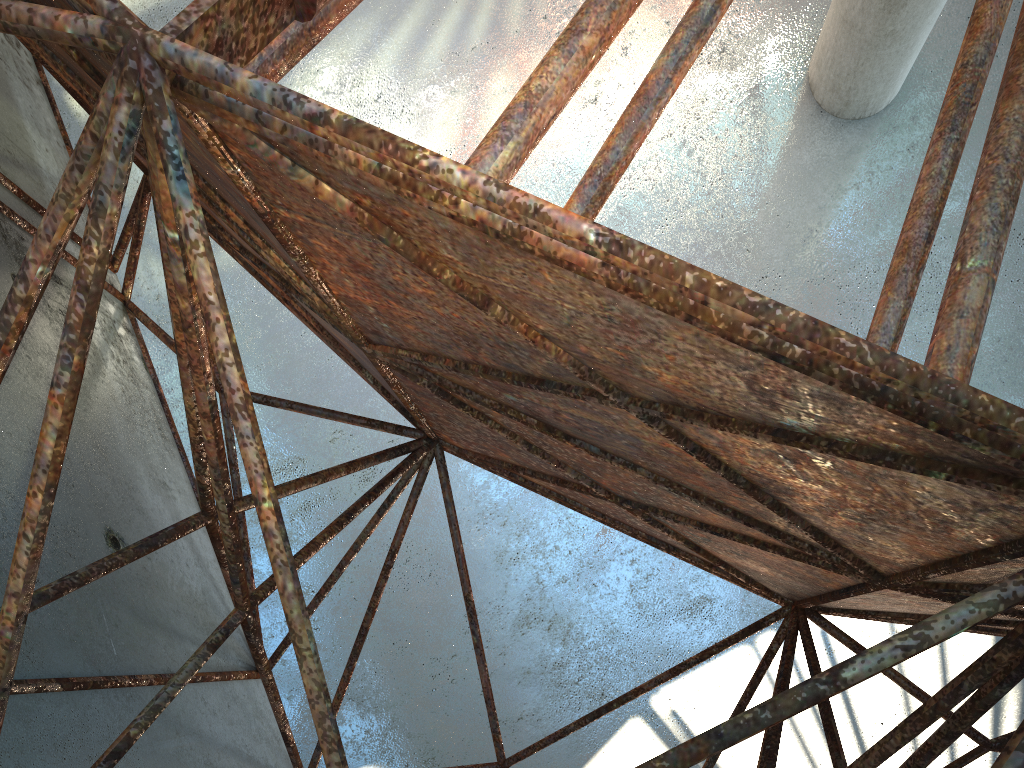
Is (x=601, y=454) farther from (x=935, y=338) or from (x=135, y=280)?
(x=135, y=280)
